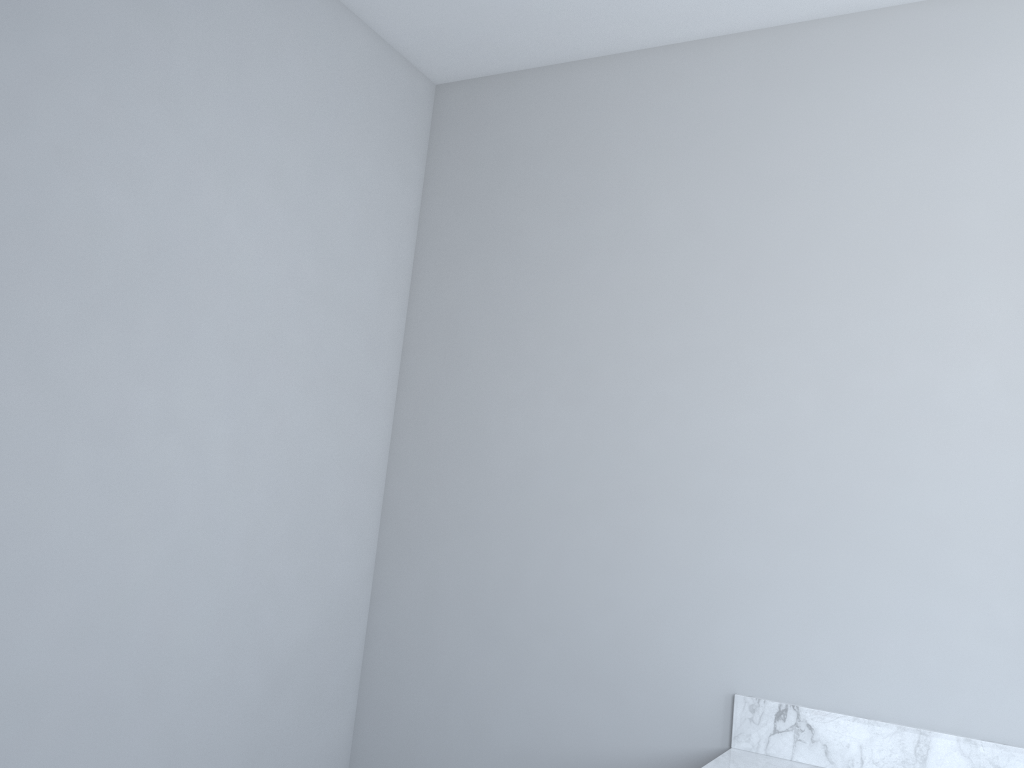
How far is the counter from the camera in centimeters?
168cm

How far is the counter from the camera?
1.7m

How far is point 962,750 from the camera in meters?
1.7 m
